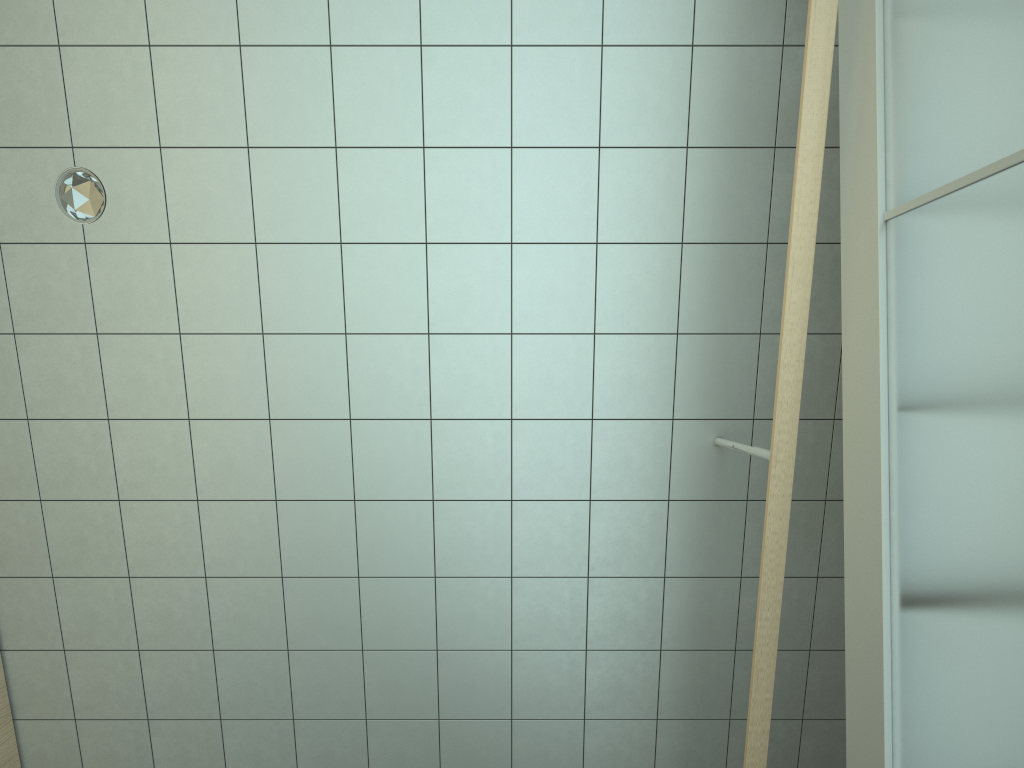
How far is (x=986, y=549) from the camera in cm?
168

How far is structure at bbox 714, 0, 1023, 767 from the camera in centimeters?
168cm

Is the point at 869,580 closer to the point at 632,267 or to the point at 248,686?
the point at 632,267

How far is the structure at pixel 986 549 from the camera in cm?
168

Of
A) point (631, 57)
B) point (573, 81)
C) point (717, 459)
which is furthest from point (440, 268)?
point (717, 459)
